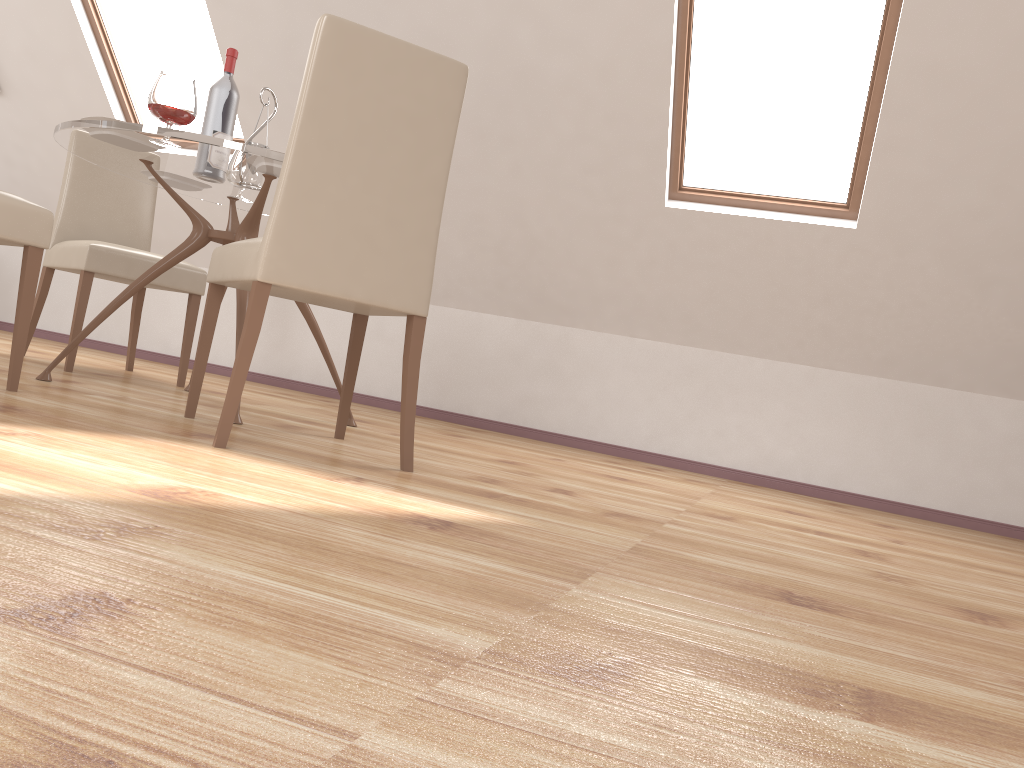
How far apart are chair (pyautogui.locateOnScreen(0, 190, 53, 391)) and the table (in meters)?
0.31

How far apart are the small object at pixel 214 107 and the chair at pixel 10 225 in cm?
80

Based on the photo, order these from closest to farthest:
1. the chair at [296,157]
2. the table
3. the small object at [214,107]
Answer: the chair at [296,157] → the table → the small object at [214,107]

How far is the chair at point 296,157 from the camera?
2.0 meters

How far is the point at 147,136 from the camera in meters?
2.5

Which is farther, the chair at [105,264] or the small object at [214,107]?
the chair at [105,264]

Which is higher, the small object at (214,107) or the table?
the small object at (214,107)

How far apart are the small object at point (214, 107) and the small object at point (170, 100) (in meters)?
0.45

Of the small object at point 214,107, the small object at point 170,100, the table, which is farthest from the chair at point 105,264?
the small object at point 170,100

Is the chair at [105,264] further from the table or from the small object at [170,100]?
the small object at [170,100]
